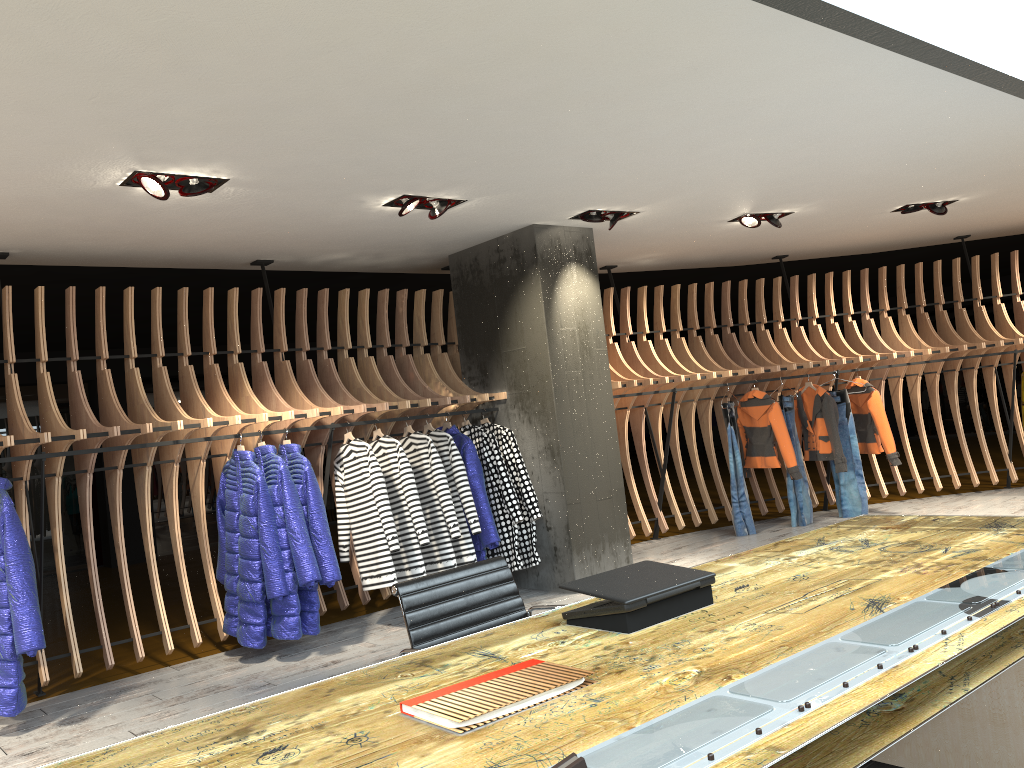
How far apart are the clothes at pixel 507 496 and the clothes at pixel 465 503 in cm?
28

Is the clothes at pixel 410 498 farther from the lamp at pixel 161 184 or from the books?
the books

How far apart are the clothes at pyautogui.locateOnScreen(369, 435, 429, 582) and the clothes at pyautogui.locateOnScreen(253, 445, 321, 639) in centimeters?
78cm

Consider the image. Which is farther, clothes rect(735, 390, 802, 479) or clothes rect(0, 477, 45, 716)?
clothes rect(735, 390, 802, 479)

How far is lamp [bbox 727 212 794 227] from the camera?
7.3m

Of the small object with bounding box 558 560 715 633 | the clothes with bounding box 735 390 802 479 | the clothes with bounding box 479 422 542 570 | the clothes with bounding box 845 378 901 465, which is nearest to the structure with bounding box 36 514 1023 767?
the small object with bounding box 558 560 715 633

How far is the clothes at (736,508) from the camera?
8.3m

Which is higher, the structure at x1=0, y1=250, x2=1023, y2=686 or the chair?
the structure at x1=0, y1=250, x2=1023, y2=686

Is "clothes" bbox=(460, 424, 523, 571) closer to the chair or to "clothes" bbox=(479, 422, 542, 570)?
"clothes" bbox=(479, 422, 542, 570)

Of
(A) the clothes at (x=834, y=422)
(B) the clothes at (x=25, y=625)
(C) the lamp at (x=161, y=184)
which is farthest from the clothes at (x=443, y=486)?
(A) the clothes at (x=834, y=422)
